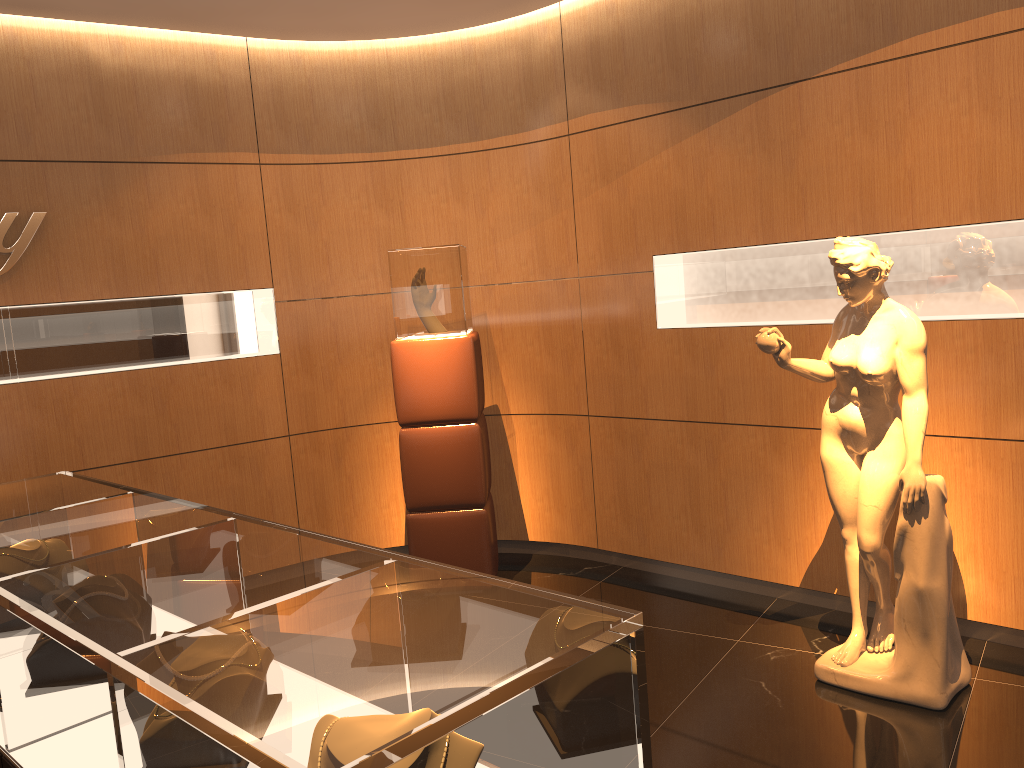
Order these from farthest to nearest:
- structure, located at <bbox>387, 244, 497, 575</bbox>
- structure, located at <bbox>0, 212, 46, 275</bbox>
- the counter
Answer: structure, located at <bbox>387, 244, 497, 575</bbox>
structure, located at <bbox>0, 212, 46, 275</bbox>
the counter

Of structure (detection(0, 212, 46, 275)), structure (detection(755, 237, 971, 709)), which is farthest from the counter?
structure (detection(755, 237, 971, 709))

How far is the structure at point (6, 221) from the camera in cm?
455

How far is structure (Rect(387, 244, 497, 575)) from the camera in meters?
4.9

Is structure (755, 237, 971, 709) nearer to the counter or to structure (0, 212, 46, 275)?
the counter

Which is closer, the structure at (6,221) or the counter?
the counter

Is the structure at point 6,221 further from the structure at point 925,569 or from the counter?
the structure at point 925,569

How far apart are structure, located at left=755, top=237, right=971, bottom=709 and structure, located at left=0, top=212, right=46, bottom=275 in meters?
3.7

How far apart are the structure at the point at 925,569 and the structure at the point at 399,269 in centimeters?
180cm

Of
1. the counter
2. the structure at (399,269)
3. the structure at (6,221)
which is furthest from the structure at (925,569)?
the structure at (6,221)
